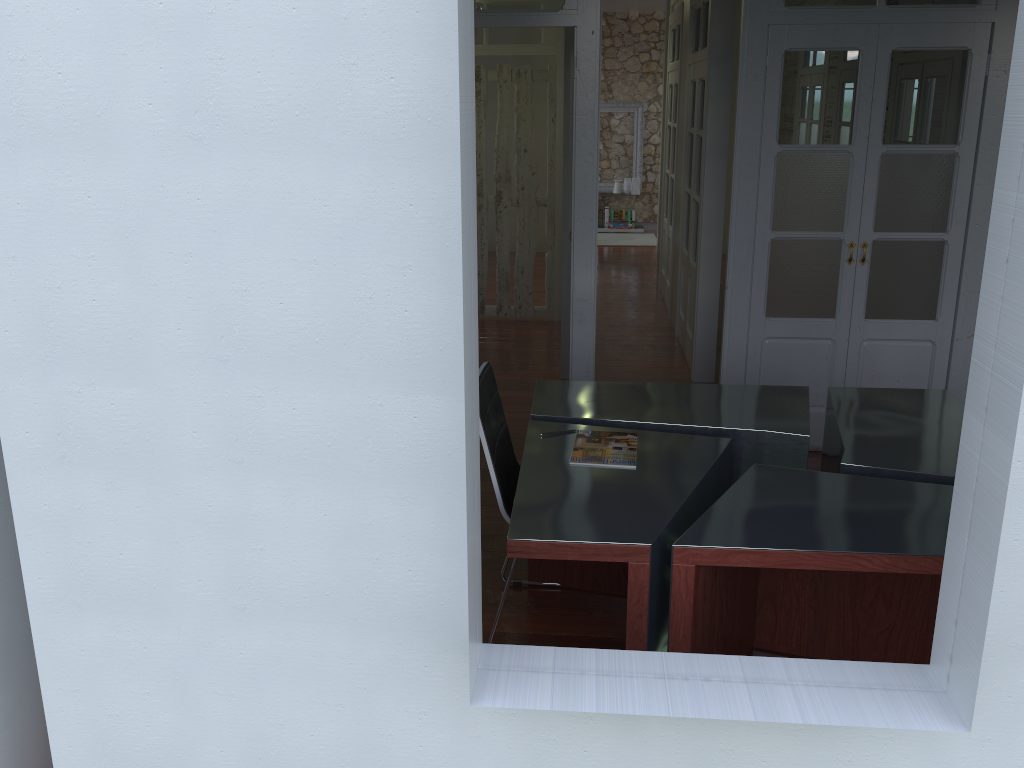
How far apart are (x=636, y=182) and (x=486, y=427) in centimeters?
995cm

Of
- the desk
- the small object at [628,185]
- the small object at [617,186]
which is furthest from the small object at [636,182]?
the desk

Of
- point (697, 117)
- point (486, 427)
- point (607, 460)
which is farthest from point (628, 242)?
point (486, 427)

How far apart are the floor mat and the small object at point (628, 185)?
0.73m

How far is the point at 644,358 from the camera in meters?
6.5

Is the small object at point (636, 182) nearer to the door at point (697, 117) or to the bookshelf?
the bookshelf

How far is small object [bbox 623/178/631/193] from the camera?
12.36m

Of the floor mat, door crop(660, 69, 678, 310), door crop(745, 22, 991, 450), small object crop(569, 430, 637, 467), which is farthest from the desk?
the floor mat

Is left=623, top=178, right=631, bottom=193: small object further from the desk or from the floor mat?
the desk

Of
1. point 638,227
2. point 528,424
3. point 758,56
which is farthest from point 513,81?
point 528,424
